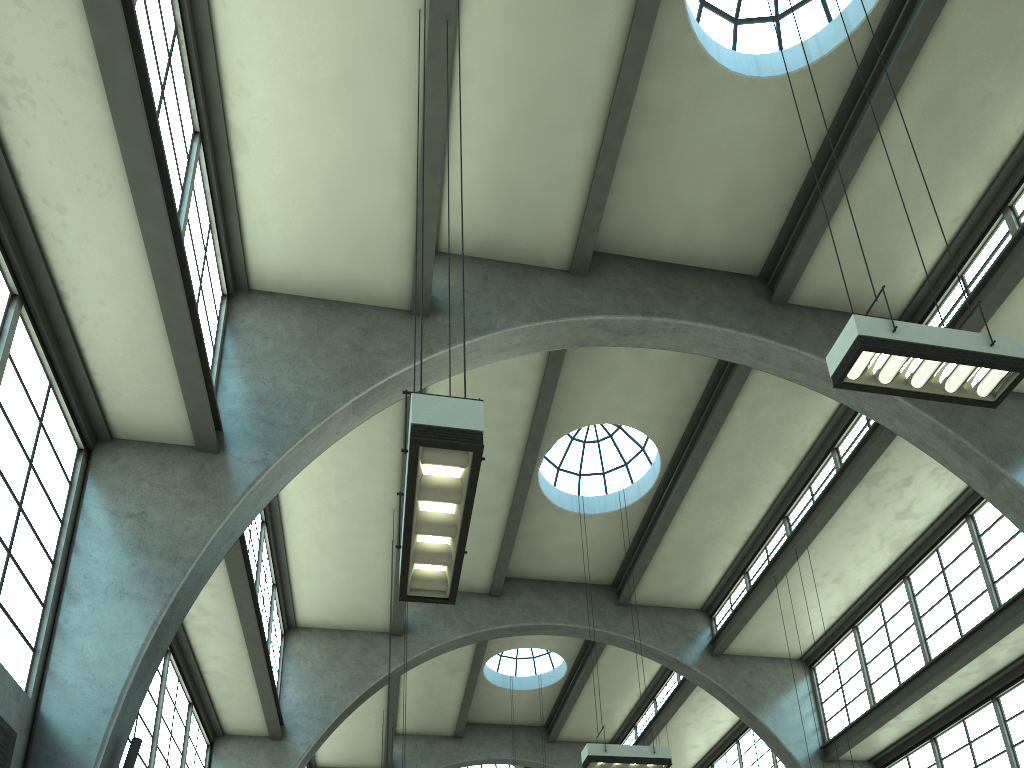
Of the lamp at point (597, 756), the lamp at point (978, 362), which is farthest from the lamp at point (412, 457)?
the lamp at point (597, 756)

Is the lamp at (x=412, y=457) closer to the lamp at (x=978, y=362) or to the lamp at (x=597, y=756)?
the lamp at (x=978, y=362)

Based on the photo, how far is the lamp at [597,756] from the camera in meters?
12.4 m

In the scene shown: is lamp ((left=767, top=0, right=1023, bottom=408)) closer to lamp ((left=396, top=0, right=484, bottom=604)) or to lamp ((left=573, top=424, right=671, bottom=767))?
lamp ((left=396, top=0, right=484, bottom=604))

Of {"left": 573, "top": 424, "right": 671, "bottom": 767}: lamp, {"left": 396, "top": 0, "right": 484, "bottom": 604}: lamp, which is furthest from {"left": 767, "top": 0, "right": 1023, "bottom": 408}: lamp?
{"left": 573, "top": 424, "right": 671, "bottom": 767}: lamp

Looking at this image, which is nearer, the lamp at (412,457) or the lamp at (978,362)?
the lamp at (412,457)

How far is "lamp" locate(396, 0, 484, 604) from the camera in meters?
4.7

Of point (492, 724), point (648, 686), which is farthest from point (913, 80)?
point (492, 724)

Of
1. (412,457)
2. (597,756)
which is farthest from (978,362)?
(597,756)

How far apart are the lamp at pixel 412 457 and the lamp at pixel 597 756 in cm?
787
